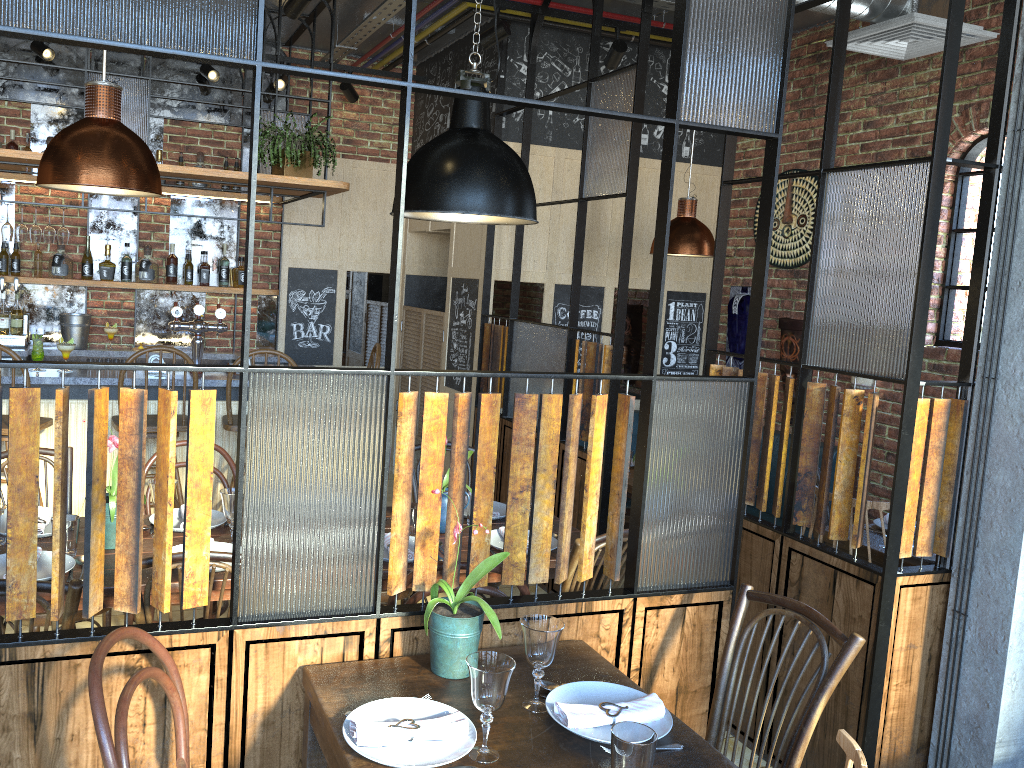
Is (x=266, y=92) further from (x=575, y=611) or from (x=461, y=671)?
(x=461, y=671)

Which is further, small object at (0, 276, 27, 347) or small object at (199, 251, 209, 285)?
small object at (199, 251, 209, 285)

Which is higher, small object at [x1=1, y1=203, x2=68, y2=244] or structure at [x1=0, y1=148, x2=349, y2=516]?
small object at [x1=1, y1=203, x2=68, y2=244]

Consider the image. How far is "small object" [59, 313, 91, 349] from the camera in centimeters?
597cm

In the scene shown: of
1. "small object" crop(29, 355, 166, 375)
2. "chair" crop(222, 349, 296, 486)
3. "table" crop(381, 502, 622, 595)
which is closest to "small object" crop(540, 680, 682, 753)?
"table" crop(381, 502, 622, 595)

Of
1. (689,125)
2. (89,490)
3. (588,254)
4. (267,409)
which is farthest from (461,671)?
(588,254)

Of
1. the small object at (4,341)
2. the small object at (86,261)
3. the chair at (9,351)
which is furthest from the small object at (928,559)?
the small object at (4,341)

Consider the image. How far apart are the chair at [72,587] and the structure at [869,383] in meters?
4.3

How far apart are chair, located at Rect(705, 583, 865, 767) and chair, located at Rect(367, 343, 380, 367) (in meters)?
3.57

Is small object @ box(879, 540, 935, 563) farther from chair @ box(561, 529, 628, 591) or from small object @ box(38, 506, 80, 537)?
small object @ box(38, 506, 80, 537)
